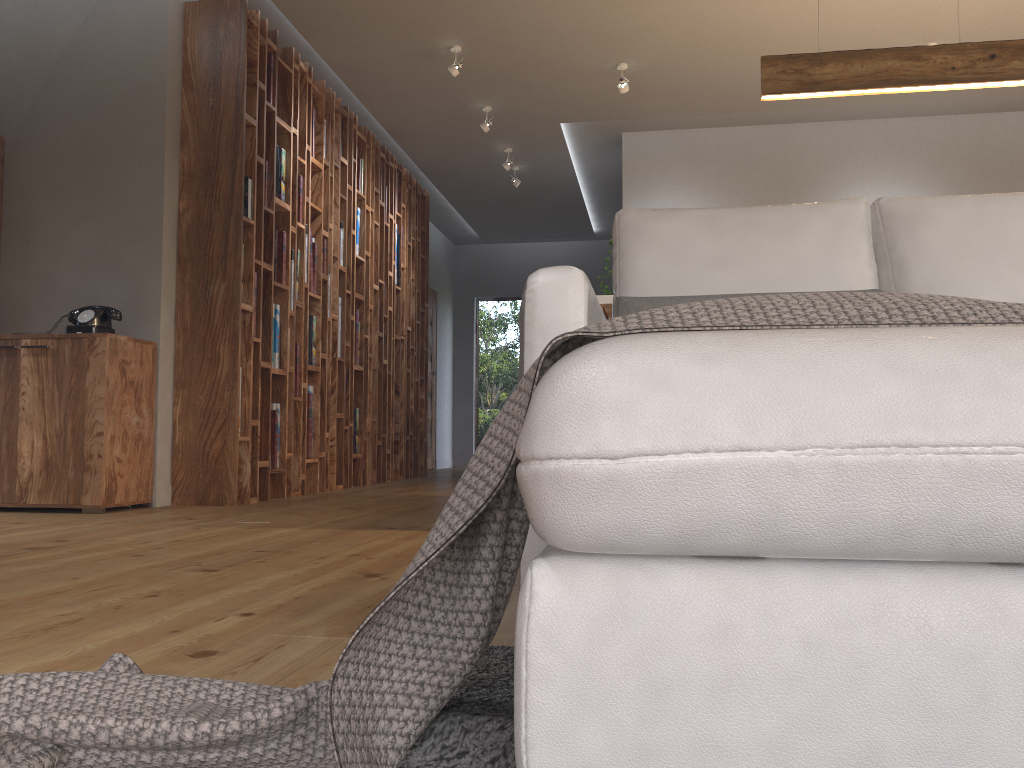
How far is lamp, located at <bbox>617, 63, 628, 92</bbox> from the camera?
5.6m

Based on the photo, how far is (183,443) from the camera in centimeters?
465cm

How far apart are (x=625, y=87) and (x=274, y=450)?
3.13m

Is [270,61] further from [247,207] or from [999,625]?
[999,625]

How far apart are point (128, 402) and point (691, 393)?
4.13m

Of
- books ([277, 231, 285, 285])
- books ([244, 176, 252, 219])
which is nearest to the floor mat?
books ([244, 176, 252, 219])

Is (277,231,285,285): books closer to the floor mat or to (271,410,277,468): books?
(271,410,277,468): books

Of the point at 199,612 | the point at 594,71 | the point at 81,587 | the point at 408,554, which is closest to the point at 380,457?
the point at 594,71

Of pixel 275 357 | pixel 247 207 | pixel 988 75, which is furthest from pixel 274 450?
pixel 988 75

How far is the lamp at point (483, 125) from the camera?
6.4m
